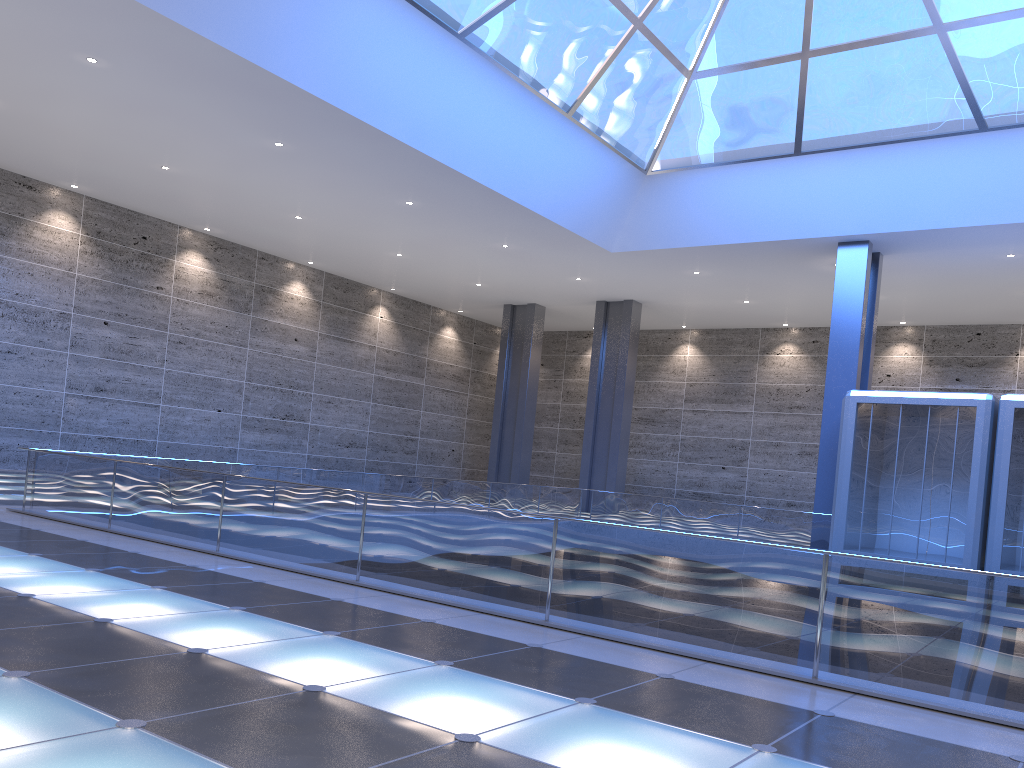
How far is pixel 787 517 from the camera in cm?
2598

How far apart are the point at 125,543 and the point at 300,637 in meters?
6.1 m
